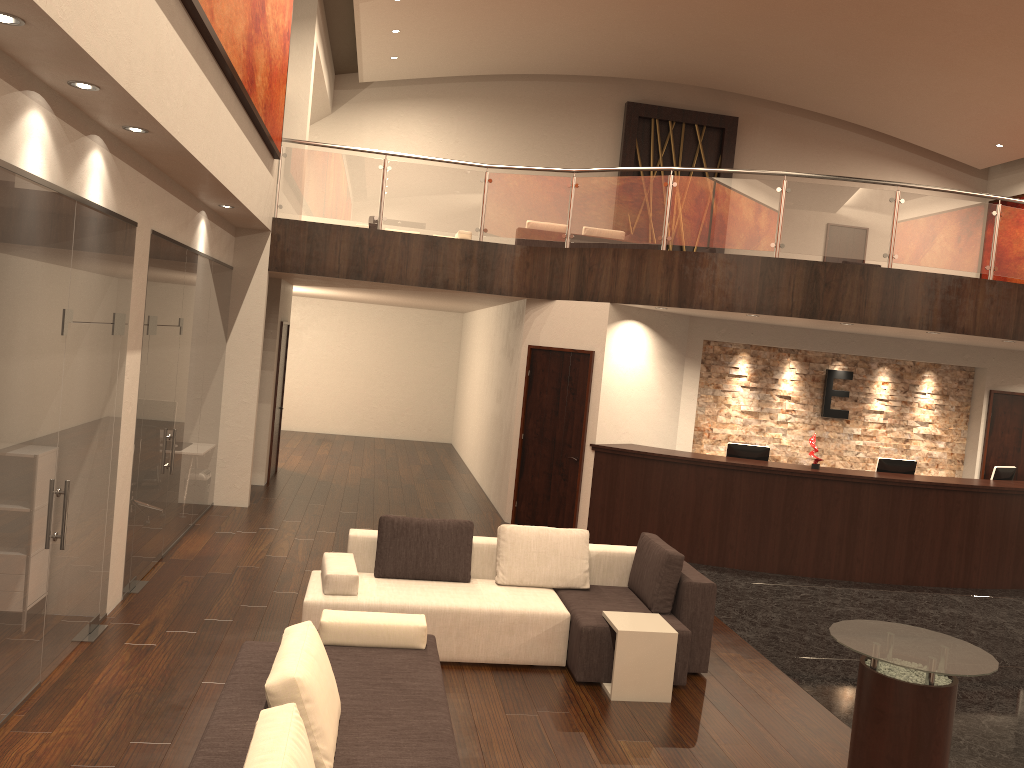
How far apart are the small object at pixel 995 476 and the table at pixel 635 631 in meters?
6.6 m

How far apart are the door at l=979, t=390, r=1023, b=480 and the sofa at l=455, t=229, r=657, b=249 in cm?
662

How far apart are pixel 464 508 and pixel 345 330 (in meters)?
7.90

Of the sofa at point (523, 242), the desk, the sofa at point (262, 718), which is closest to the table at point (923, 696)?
the sofa at point (262, 718)

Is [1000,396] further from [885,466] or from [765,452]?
[765,452]

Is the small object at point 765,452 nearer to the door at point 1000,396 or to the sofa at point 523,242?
the door at point 1000,396

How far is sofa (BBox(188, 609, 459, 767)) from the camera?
3.1m

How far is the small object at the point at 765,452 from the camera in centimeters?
1025cm

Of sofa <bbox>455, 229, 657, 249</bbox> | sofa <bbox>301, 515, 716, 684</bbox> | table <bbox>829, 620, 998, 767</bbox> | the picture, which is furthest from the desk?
sofa <bbox>455, 229, 657, 249</bbox>

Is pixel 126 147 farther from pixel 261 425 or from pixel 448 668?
pixel 261 425
